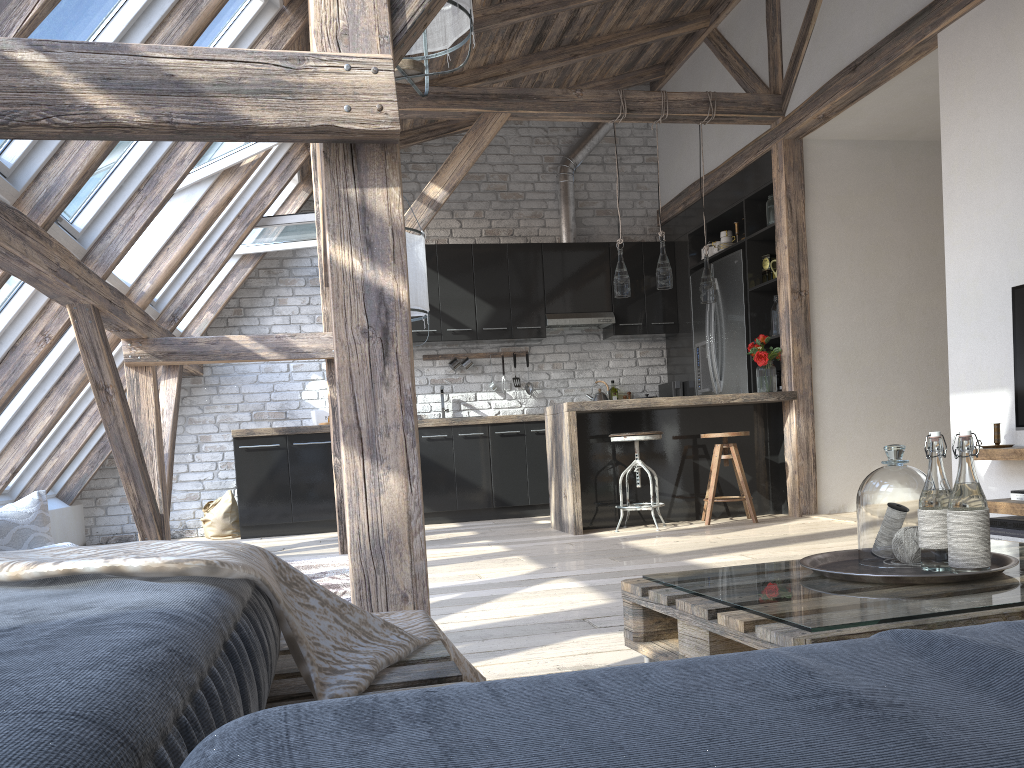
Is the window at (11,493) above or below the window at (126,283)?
below

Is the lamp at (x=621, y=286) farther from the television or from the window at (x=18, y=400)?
the window at (x=18, y=400)

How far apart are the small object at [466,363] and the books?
4.6m

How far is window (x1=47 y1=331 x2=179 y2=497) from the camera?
6.65m

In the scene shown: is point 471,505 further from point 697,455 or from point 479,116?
point 479,116

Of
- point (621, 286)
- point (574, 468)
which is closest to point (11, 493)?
point (574, 468)

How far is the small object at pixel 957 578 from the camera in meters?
1.5 m

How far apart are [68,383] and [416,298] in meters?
2.4 m

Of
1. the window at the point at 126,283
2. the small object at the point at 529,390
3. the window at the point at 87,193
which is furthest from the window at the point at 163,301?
the small object at the point at 529,390

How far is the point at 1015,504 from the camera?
3.7 meters
